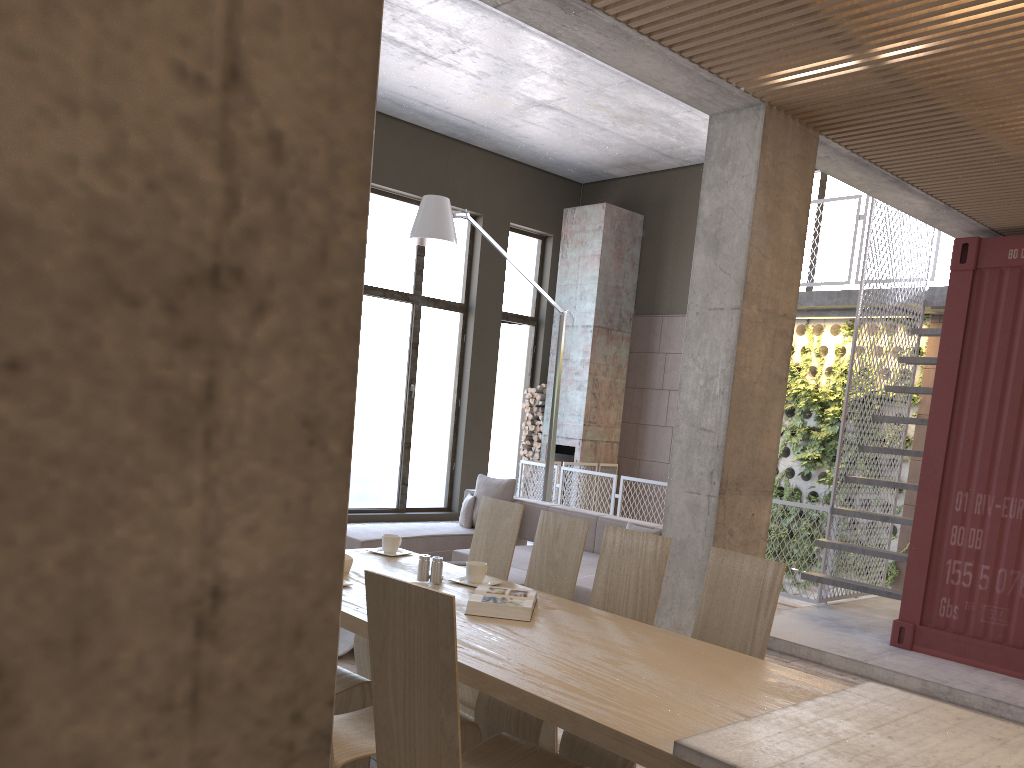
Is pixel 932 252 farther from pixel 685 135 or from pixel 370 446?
pixel 370 446

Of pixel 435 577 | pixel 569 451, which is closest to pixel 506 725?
pixel 435 577

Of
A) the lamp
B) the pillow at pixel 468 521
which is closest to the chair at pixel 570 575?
the lamp

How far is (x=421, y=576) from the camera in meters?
3.7

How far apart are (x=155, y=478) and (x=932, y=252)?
9.6 meters

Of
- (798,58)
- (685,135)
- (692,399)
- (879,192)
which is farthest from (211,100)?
(685,135)

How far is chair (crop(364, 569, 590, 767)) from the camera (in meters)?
2.18

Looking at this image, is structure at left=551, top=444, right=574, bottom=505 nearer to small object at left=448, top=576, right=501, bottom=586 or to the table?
the table

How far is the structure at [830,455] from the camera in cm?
1056

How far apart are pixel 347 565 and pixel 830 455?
8.17m
